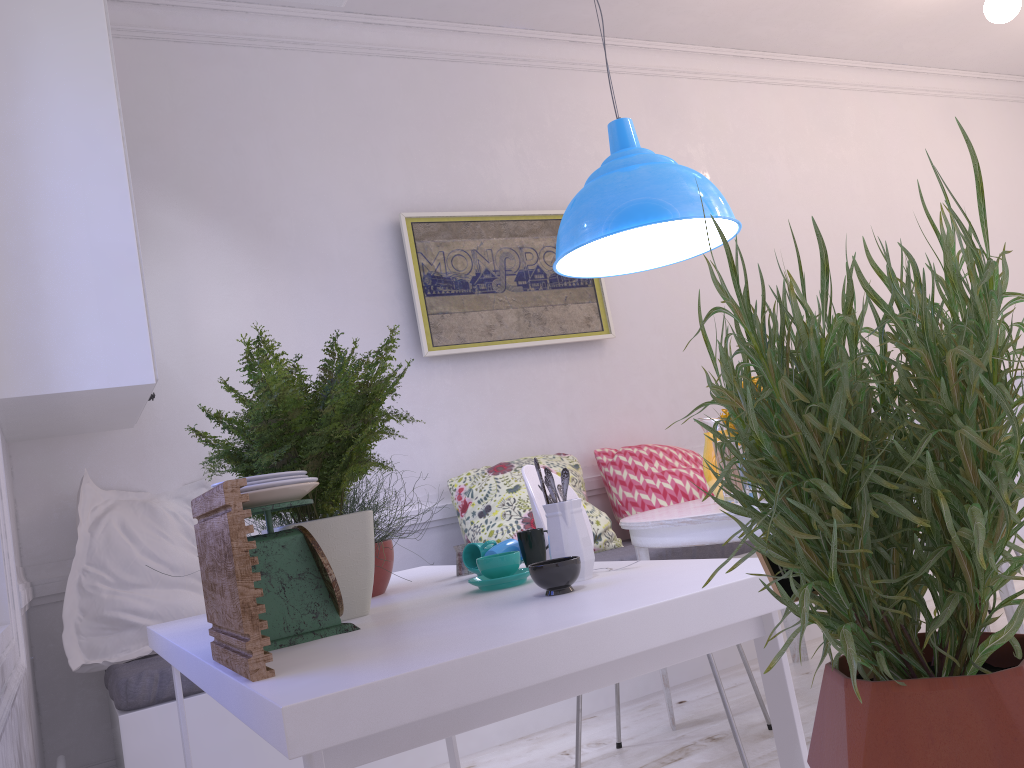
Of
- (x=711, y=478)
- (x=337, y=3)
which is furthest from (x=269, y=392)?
(x=711, y=478)

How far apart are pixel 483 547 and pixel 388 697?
0.92m

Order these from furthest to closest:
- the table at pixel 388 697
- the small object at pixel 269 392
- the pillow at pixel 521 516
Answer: the pillow at pixel 521 516 < the small object at pixel 269 392 < the table at pixel 388 697

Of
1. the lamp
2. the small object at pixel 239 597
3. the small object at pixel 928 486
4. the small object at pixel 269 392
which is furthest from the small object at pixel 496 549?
the small object at pixel 928 486

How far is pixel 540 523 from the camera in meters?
2.2 m

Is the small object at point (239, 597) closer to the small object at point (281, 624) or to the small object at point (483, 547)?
the small object at point (281, 624)

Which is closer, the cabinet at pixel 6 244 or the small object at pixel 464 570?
the small object at pixel 464 570

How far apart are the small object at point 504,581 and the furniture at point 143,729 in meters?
1.3

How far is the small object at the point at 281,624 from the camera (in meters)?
1.31

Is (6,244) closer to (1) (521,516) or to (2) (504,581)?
(2) (504,581)
